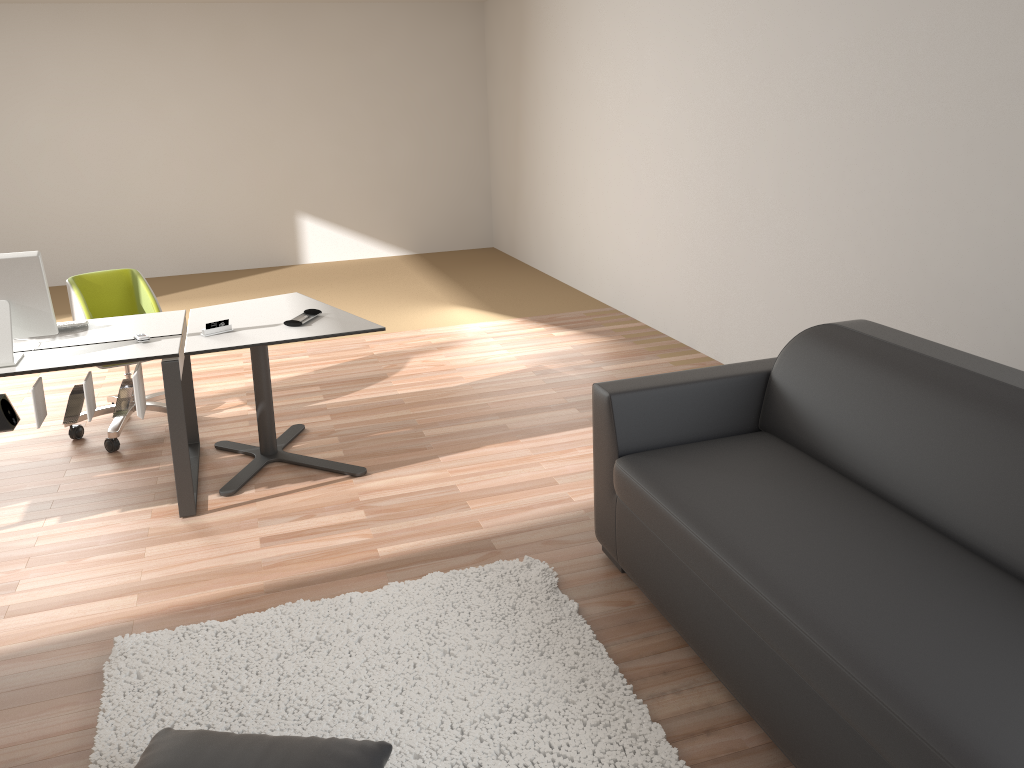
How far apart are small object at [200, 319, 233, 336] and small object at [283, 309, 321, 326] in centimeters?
26cm

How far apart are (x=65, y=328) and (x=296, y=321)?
1.0 meters

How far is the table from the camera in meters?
3.6 m

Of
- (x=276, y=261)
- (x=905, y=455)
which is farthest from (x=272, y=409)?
(x=276, y=261)

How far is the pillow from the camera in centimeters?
205cm

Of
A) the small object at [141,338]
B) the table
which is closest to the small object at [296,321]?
the table

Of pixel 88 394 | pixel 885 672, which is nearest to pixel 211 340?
pixel 88 394

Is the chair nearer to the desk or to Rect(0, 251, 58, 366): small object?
the desk

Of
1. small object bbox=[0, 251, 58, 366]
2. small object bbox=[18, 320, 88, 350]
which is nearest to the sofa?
small object bbox=[0, 251, 58, 366]

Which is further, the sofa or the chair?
the chair
